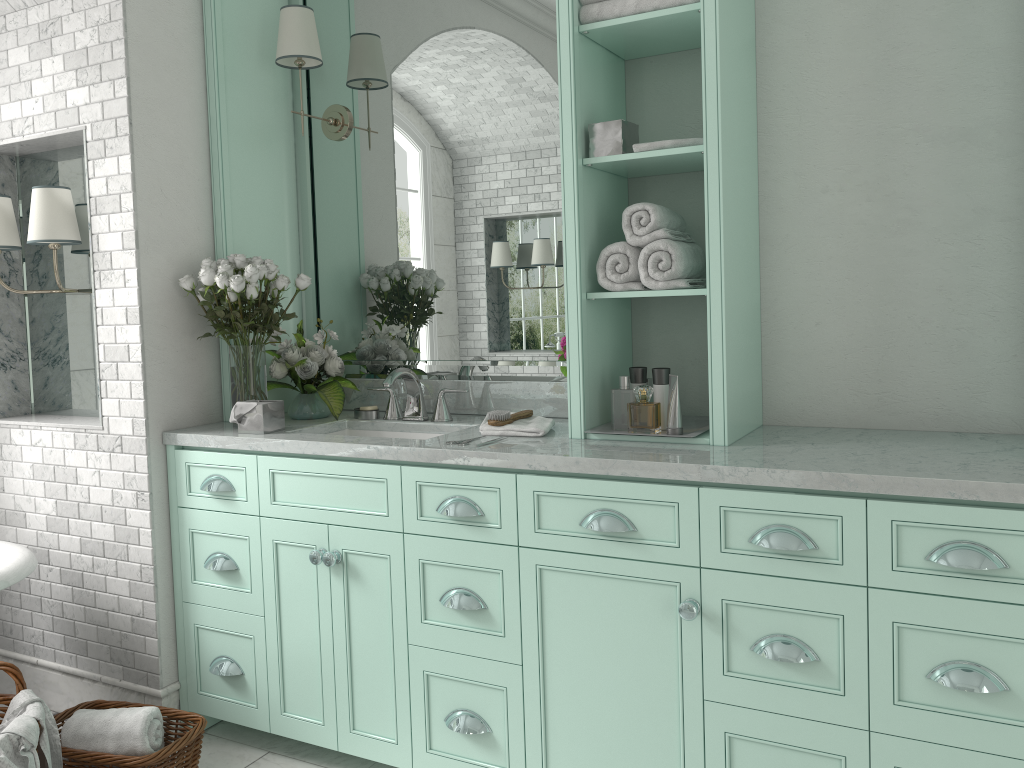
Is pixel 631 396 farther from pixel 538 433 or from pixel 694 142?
pixel 694 142

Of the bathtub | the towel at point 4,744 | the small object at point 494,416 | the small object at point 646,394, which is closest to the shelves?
the small object at point 494,416

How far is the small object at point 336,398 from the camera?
3.37m

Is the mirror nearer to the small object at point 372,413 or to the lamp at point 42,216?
the small object at point 372,413

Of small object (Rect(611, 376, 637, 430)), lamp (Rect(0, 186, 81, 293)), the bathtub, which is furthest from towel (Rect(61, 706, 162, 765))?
small object (Rect(611, 376, 637, 430))

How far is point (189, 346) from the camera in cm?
334

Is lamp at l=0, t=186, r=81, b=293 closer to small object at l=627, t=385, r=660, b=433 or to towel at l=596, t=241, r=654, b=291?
towel at l=596, t=241, r=654, b=291

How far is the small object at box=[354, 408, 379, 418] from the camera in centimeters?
340cm

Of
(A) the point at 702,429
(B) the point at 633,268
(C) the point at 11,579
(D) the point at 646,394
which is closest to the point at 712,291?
(B) the point at 633,268

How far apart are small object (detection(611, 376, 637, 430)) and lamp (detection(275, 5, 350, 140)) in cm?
166
